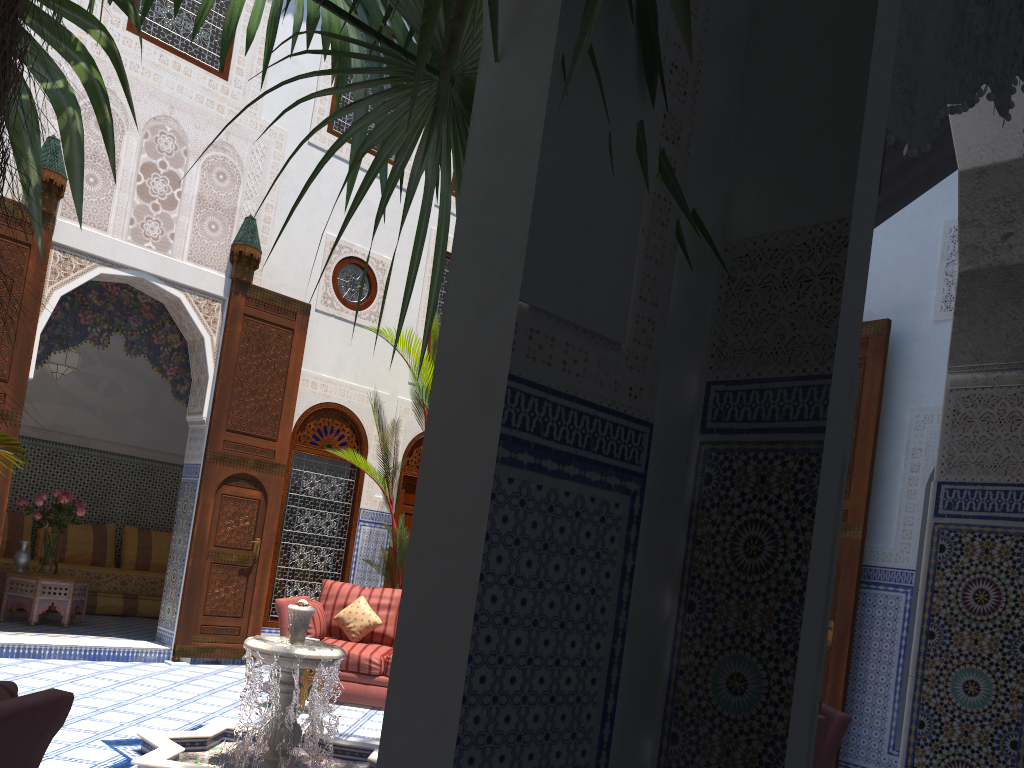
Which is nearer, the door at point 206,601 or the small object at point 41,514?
the door at point 206,601

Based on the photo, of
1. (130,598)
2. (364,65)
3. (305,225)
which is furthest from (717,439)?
(130,598)

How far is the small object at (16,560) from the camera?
5.8 meters

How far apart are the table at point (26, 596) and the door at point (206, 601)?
0.9 meters

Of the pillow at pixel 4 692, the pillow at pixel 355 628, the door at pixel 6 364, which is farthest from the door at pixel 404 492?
the pillow at pixel 4 692

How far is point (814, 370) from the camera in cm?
145

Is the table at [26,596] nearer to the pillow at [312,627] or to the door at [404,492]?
the pillow at [312,627]

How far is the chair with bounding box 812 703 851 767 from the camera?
3.1 meters

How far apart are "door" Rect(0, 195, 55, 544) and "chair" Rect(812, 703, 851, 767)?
4.30m

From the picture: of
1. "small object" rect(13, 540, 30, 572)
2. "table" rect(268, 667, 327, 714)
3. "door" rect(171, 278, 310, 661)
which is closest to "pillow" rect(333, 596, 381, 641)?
"table" rect(268, 667, 327, 714)
